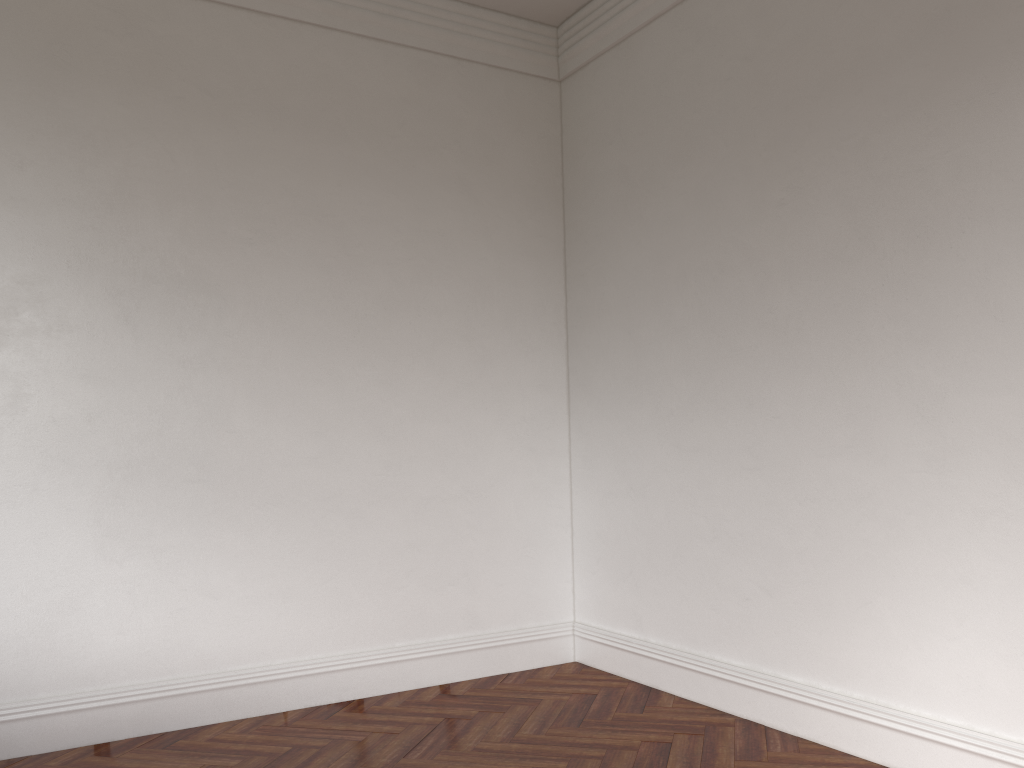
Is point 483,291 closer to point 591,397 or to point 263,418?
point 591,397

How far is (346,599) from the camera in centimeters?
→ 474cm
